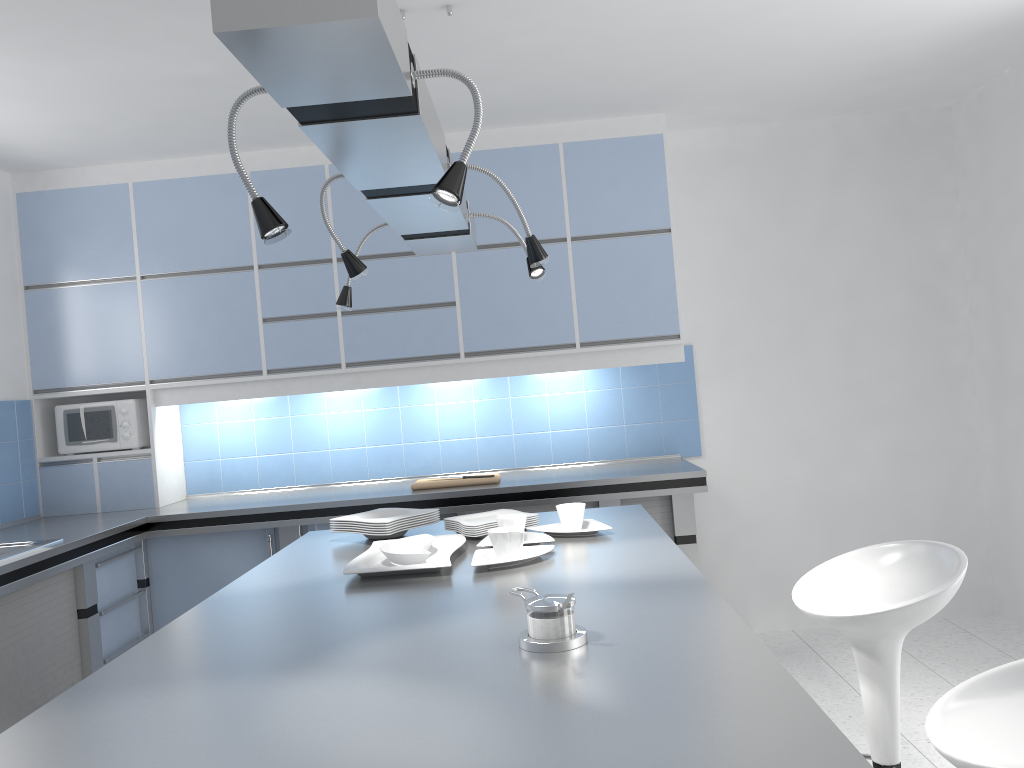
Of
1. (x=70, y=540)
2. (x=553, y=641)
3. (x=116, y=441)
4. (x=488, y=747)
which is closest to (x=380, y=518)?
(x=553, y=641)

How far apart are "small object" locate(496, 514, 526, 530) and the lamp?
0.69m

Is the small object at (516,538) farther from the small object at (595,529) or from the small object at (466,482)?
the small object at (466,482)

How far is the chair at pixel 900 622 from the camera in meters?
2.2

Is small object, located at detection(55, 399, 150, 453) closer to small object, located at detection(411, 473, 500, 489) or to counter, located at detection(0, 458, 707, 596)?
counter, located at detection(0, 458, 707, 596)

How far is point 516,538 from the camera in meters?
2.3 m

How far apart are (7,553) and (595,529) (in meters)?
2.20

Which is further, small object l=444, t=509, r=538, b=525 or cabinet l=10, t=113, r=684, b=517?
cabinet l=10, t=113, r=684, b=517

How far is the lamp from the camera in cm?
110

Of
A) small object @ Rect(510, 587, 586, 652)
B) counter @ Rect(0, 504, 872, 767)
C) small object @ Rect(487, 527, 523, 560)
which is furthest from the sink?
small object @ Rect(510, 587, 586, 652)
